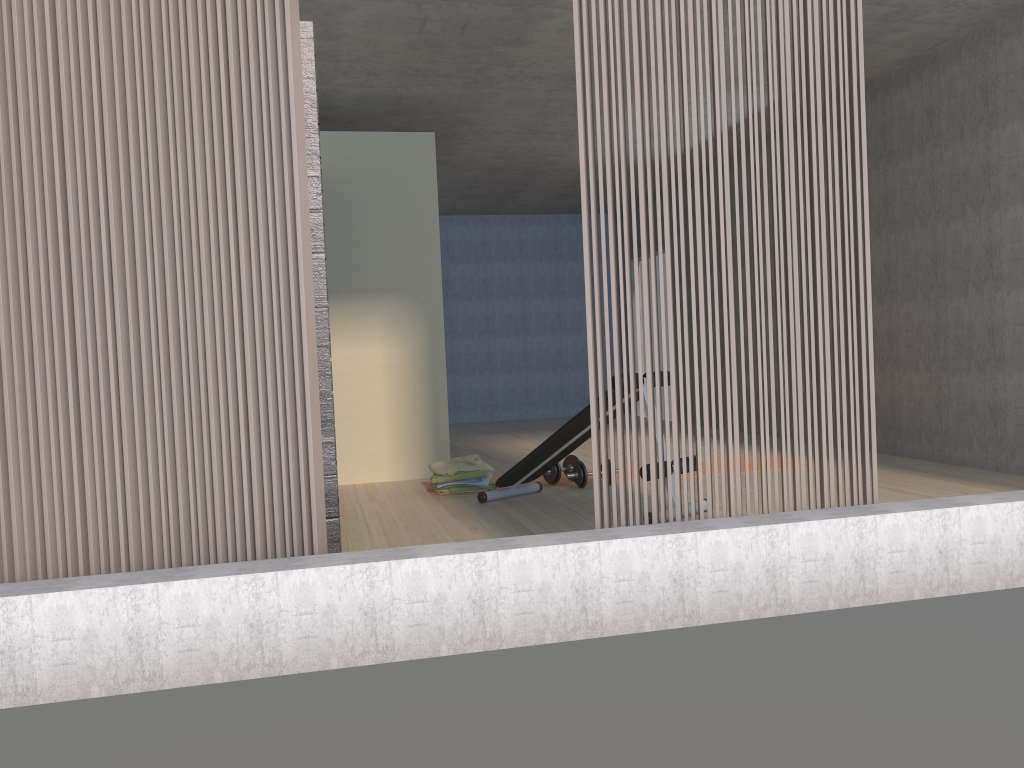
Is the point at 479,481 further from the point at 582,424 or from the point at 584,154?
A: the point at 584,154

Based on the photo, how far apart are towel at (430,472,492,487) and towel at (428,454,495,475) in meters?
0.1

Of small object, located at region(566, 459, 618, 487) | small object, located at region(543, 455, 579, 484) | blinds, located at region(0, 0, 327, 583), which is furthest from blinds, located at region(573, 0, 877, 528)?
small object, located at region(543, 455, 579, 484)

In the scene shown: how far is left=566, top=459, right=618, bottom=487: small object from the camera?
5.6 meters

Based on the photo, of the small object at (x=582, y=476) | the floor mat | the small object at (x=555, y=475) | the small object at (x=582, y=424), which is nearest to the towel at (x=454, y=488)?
the floor mat

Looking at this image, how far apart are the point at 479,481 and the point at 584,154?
3.01m

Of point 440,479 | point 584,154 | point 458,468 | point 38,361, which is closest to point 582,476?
point 458,468

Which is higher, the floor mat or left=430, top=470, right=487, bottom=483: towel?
left=430, top=470, right=487, bottom=483: towel

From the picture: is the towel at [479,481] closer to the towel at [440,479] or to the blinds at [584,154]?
the towel at [440,479]

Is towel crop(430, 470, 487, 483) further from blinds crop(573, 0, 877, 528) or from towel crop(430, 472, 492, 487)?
blinds crop(573, 0, 877, 528)
